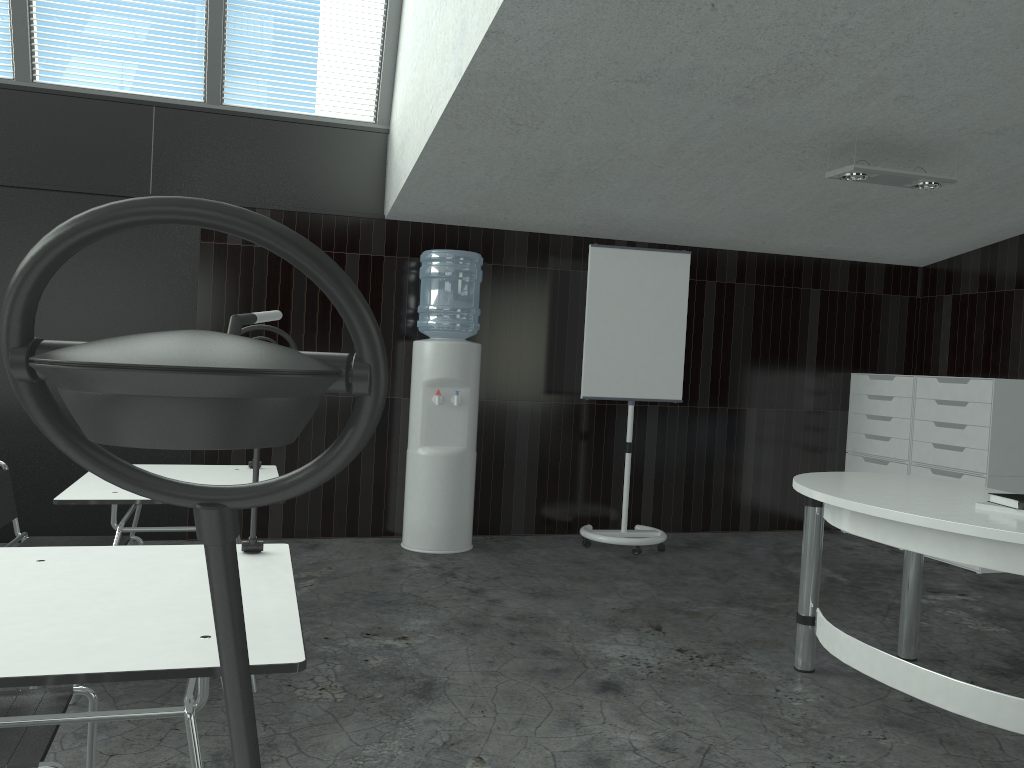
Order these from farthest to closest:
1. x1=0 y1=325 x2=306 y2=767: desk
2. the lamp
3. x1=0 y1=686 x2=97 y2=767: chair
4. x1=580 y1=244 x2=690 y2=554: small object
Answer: x1=580 y1=244 x2=690 y2=554: small object < the lamp < x1=0 y1=686 x2=97 y2=767: chair < x1=0 y1=325 x2=306 y2=767: desk

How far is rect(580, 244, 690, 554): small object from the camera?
5.5m

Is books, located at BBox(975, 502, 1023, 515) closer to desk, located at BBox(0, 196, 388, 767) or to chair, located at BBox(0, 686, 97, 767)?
chair, located at BBox(0, 686, 97, 767)

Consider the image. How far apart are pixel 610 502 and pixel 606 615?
2.0m

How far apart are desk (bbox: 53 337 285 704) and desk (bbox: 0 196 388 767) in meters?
2.6 m

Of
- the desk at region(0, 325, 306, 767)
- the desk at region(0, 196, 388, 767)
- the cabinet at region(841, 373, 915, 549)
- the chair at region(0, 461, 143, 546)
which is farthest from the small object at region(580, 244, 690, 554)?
the desk at region(0, 196, 388, 767)

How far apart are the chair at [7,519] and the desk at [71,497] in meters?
0.1 m

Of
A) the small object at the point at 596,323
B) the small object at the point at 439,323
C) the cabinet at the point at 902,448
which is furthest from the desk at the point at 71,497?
the cabinet at the point at 902,448

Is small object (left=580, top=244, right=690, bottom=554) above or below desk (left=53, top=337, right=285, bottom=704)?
above

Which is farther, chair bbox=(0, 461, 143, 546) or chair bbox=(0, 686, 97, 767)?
chair bbox=(0, 461, 143, 546)
